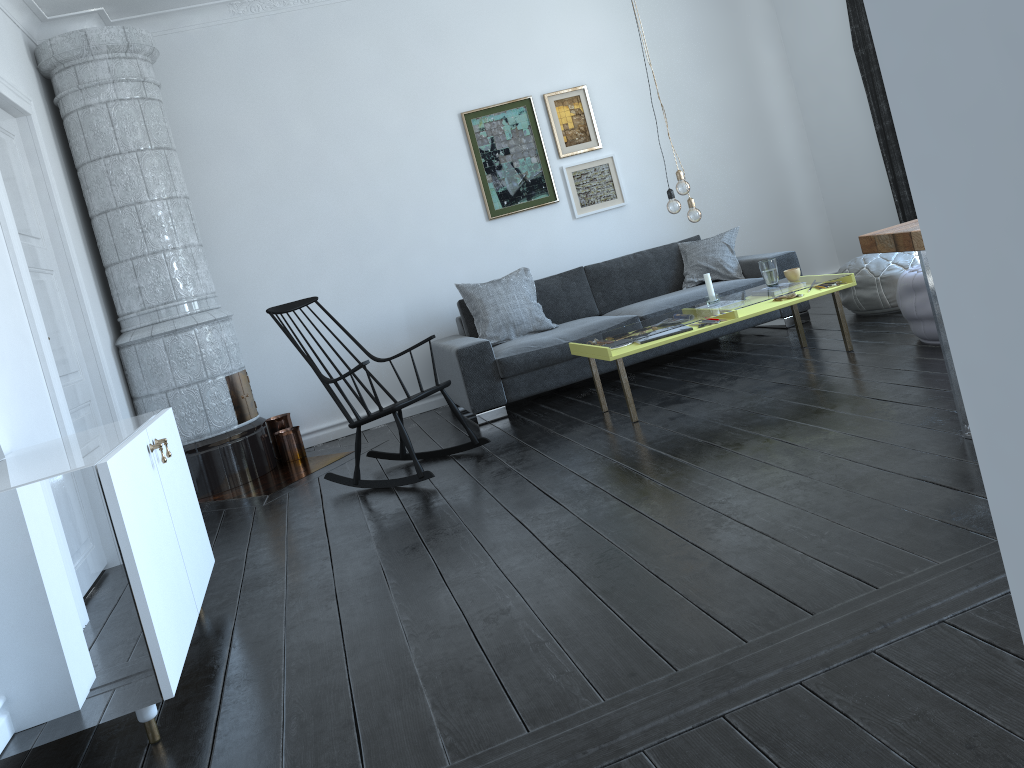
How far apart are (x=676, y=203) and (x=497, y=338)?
1.70m

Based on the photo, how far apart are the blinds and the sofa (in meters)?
0.88

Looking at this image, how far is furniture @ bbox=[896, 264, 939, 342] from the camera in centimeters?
423cm

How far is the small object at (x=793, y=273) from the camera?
4.78m

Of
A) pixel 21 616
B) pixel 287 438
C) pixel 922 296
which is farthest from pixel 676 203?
pixel 21 616

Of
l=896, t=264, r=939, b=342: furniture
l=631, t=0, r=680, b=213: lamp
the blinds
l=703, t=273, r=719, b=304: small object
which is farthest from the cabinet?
the blinds

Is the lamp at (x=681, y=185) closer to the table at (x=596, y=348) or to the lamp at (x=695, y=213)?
Answer: the lamp at (x=695, y=213)

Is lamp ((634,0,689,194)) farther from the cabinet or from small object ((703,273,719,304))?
the cabinet

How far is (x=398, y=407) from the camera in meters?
4.2

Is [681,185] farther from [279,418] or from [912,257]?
[279,418]
